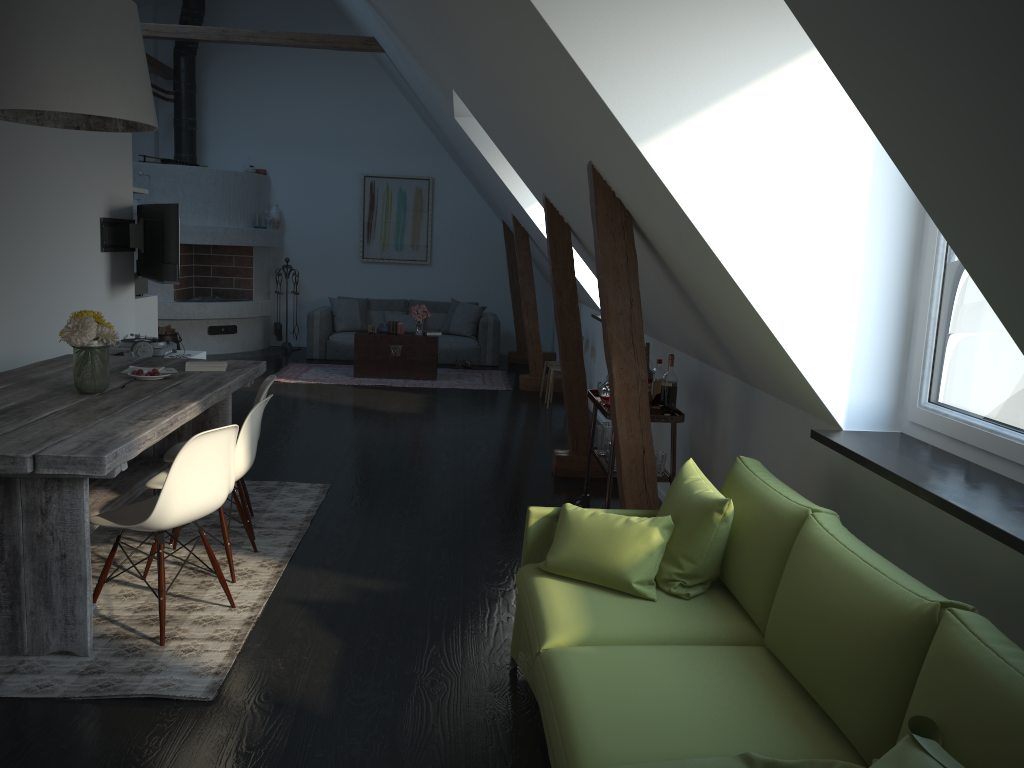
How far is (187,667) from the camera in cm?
309

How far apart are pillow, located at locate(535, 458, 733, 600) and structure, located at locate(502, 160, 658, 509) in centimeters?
68cm

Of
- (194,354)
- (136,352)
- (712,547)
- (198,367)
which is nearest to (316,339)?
(194,354)

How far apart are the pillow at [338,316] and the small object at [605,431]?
6.74m

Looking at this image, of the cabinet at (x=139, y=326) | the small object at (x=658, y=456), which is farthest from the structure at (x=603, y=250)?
the cabinet at (x=139, y=326)

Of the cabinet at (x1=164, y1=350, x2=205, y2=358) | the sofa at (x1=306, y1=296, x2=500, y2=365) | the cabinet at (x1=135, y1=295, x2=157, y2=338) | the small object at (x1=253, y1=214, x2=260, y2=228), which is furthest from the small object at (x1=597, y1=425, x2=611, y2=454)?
the small object at (x1=253, y1=214, x2=260, y2=228)

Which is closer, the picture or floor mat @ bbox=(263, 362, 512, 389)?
floor mat @ bbox=(263, 362, 512, 389)

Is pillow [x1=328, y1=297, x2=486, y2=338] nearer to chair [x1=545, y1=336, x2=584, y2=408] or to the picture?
the picture

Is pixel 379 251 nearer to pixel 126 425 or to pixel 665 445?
pixel 665 445

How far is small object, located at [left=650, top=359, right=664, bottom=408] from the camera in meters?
4.6 m
